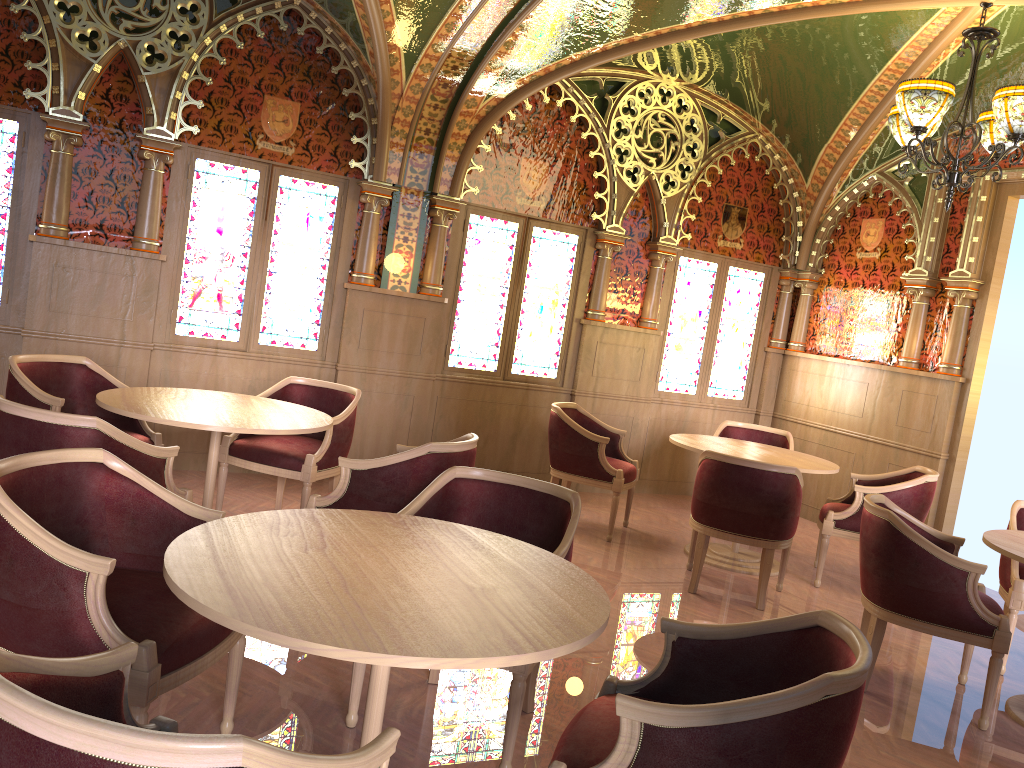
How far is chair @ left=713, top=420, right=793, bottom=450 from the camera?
7.1 meters

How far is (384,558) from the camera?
2.4m

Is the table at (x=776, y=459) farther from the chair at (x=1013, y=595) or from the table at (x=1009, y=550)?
the table at (x=1009, y=550)

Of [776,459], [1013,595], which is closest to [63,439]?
[776,459]

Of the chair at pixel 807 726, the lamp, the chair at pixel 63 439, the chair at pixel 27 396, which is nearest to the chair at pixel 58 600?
the chair at pixel 63 439

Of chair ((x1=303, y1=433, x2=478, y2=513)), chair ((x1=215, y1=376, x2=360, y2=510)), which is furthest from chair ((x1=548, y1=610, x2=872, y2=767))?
chair ((x1=215, y1=376, x2=360, y2=510))

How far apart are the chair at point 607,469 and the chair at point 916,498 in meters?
1.3 m

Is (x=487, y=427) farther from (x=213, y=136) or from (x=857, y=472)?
(x=857, y=472)

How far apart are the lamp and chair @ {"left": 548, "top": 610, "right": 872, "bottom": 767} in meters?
3.4 m

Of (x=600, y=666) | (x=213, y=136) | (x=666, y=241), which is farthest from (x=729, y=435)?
(x=213, y=136)
